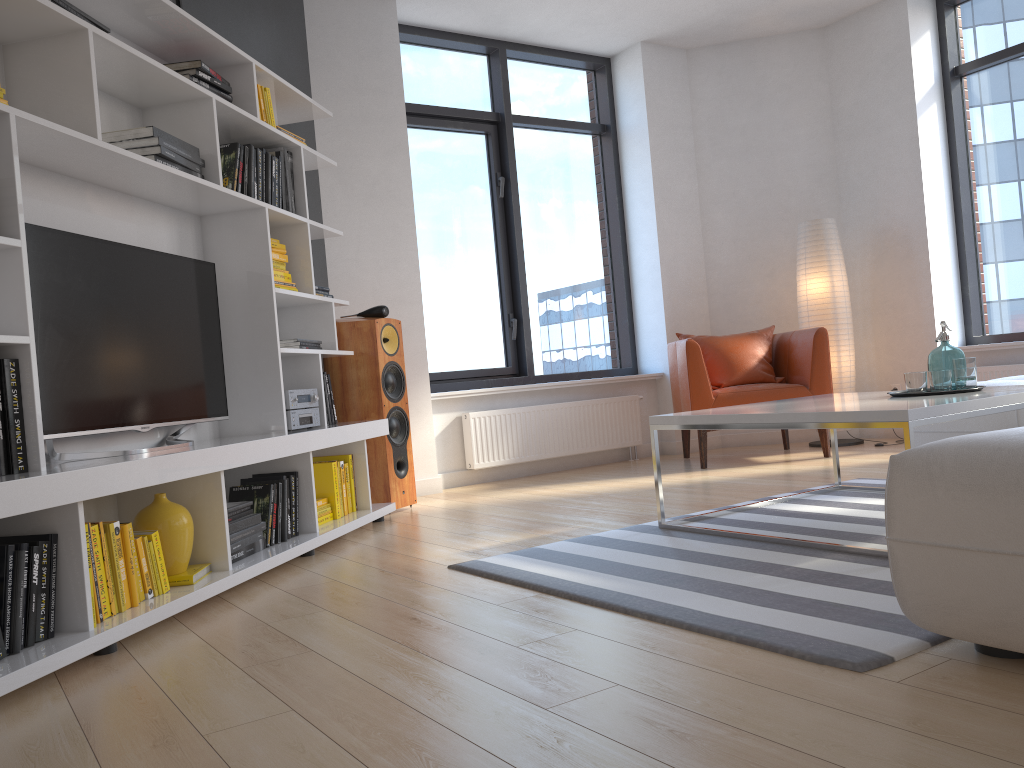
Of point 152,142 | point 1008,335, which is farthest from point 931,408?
point 1008,335

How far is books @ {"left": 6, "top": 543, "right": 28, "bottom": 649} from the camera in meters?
2.2

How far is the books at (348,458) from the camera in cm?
419

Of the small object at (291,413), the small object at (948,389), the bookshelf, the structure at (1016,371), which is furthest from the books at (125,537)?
the structure at (1016,371)

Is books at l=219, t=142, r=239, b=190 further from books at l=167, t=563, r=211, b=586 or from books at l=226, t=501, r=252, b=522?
books at l=167, t=563, r=211, b=586

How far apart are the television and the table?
1.7m

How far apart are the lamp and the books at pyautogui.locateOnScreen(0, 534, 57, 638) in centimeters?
500cm

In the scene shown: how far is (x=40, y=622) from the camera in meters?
2.2

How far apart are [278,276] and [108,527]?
1.67m

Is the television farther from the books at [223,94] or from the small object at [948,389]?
the small object at [948,389]
